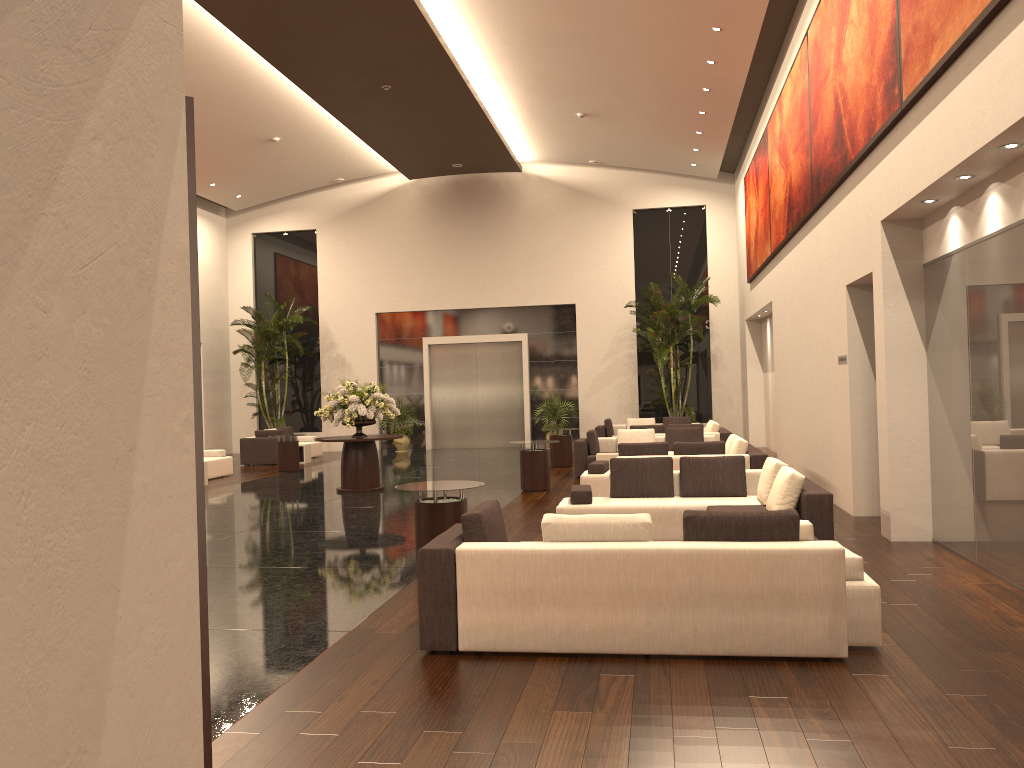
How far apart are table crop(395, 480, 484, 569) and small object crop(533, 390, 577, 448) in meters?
15.7

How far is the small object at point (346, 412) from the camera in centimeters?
1485cm

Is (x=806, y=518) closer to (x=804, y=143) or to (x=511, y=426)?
(x=804, y=143)

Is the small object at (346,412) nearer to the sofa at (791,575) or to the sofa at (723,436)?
the sofa at (723,436)

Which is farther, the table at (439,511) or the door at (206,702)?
the table at (439,511)

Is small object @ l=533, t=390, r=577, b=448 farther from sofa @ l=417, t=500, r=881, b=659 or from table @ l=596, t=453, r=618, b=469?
sofa @ l=417, t=500, r=881, b=659

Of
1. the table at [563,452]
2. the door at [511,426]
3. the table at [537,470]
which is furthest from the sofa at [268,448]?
the table at [537,470]

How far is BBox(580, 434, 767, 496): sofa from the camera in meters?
12.1

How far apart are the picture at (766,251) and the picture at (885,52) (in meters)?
5.04

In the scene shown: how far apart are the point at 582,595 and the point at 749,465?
7.1m
